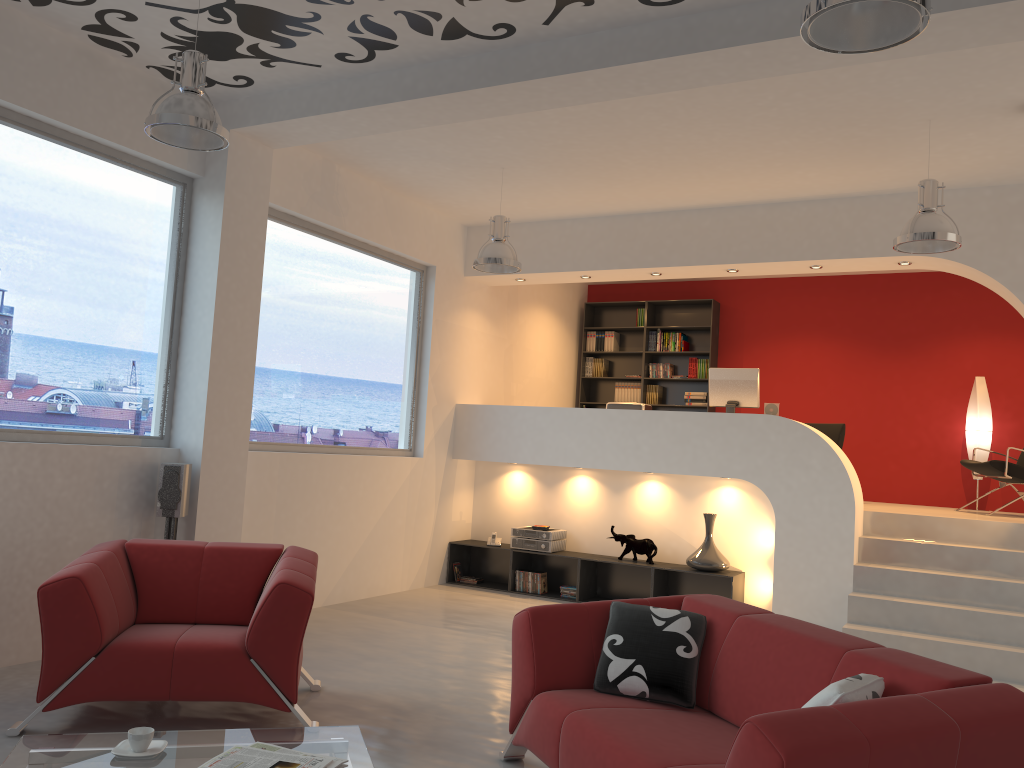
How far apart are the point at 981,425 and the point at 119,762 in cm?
857

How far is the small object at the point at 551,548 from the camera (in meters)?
8.14

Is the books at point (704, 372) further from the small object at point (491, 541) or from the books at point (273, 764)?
the books at point (273, 764)

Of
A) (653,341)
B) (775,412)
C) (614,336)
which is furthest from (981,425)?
(614,336)

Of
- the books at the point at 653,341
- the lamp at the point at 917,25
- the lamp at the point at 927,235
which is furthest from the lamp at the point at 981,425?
the lamp at the point at 917,25

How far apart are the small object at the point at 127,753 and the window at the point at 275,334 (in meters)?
3.72

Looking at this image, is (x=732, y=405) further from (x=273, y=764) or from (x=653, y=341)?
(x=273, y=764)

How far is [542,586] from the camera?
8.2 meters

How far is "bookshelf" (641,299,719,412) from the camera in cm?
1041

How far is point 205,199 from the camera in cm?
586
